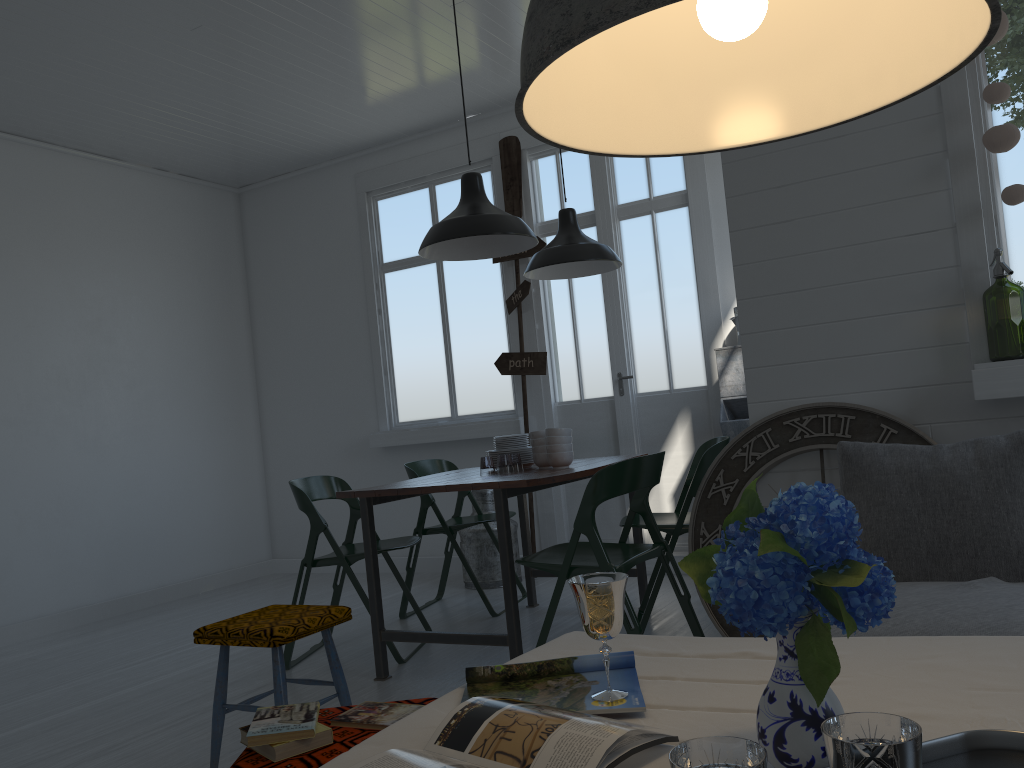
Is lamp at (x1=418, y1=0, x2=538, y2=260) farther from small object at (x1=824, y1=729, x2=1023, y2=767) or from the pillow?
small object at (x1=824, y1=729, x2=1023, y2=767)

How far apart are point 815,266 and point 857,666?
2.46m

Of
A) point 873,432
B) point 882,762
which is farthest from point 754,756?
point 873,432

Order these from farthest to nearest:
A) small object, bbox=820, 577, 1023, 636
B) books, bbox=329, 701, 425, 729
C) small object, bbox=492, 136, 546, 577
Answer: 1. small object, bbox=492, 136, 546, 577
2. small object, bbox=820, 577, 1023, 636
3. books, bbox=329, 701, 425, 729

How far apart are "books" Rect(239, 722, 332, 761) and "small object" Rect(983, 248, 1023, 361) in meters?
2.8 m

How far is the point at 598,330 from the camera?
6.8m

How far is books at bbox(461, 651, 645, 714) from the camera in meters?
1.4 m

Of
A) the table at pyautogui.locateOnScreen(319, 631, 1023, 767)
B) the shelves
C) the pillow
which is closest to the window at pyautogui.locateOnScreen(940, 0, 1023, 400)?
the pillow

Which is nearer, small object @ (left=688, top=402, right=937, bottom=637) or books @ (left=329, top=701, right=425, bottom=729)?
books @ (left=329, top=701, right=425, bottom=729)

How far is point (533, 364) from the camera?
6.7 meters
